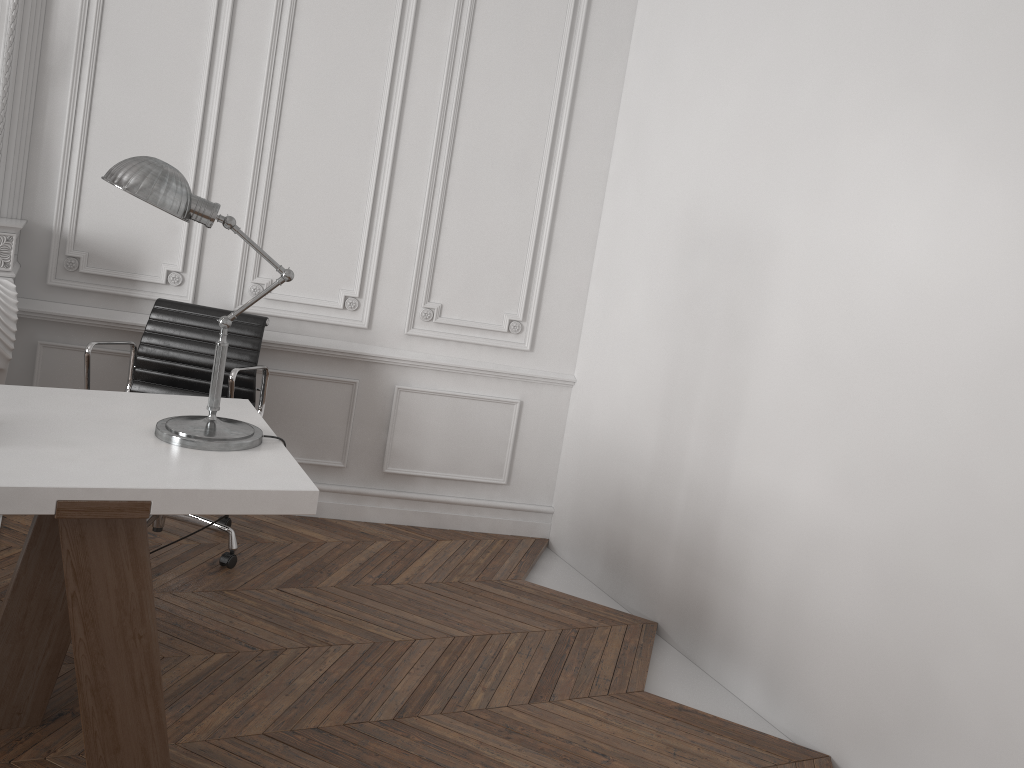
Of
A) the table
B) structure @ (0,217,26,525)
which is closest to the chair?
structure @ (0,217,26,525)

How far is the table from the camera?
1.9 meters

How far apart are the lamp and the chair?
0.8m

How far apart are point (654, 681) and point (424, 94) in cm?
258

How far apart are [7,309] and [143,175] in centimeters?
155cm

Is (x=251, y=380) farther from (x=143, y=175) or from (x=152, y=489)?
(x=152, y=489)

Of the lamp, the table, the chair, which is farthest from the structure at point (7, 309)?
the lamp

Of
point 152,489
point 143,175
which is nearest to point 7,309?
point 143,175

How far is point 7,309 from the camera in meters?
3.2 m

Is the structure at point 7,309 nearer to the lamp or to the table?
the table
